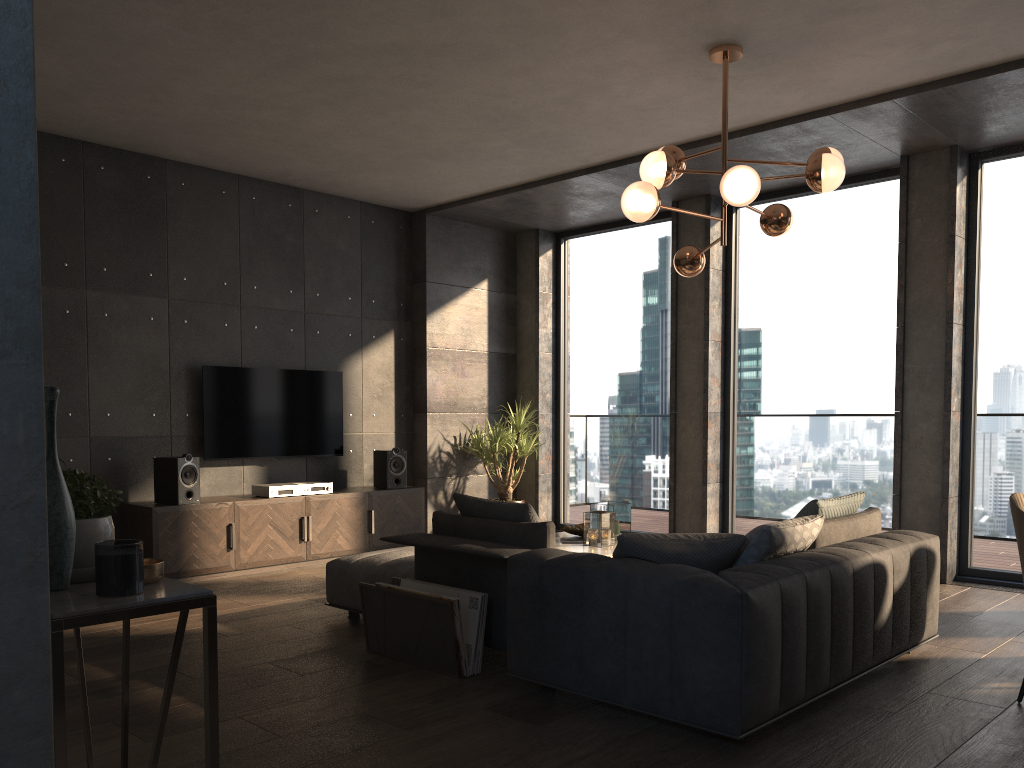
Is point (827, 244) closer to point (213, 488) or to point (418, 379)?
point (418, 379)

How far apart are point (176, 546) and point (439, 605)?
2.95m

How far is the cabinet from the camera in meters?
6.0

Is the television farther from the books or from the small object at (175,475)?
the books

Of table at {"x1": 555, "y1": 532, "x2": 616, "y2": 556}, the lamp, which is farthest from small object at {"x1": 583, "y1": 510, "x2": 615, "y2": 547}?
the lamp

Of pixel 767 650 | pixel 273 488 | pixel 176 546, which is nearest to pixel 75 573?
pixel 767 650

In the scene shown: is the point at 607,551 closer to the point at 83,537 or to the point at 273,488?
the point at 273,488

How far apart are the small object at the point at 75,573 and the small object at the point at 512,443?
6.3 meters

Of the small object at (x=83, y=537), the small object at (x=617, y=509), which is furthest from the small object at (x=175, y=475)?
the small object at (x=83, y=537)

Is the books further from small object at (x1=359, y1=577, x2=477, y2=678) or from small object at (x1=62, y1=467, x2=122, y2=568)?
small object at (x1=62, y1=467, x2=122, y2=568)
